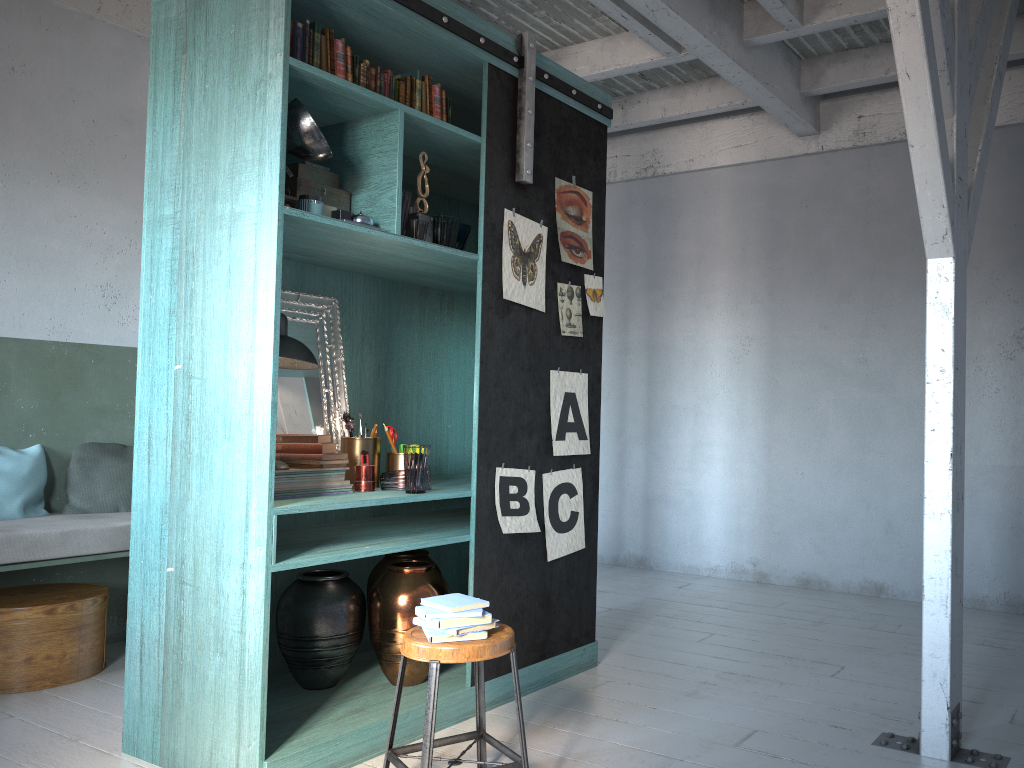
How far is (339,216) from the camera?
3.8m

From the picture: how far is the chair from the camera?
3.09m

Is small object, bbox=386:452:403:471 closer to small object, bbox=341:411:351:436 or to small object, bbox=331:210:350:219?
small object, bbox=341:411:351:436

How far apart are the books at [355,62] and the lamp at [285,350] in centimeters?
119cm

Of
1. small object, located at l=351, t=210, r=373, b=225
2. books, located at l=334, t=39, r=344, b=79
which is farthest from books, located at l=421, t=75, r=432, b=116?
small object, located at l=351, t=210, r=373, b=225

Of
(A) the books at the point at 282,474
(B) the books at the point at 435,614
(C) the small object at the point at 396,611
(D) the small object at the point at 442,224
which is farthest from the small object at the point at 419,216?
(B) the books at the point at 435,614

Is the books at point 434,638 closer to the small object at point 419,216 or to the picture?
Answer: the picture

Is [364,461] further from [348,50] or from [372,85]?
[348,50]

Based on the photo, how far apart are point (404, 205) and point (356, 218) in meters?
0.3 m

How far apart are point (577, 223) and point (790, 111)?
2.9 meters
